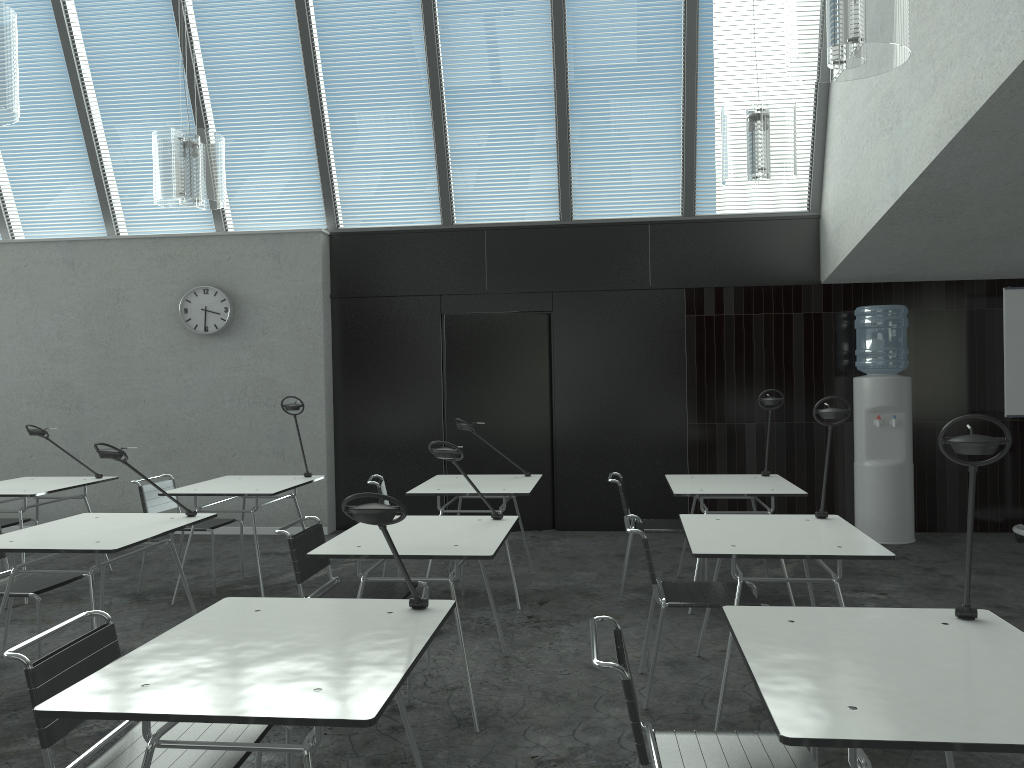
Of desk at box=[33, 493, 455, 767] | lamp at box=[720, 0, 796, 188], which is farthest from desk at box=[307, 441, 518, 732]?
lamp at box=[720, 0, 796, 188]

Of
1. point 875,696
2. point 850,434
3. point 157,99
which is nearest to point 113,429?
point 157,99

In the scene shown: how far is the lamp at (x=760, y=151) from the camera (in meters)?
4.24

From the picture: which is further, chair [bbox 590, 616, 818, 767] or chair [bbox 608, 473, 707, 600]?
chair [bbox 608, 473, 707, 600]

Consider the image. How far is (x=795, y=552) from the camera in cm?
317

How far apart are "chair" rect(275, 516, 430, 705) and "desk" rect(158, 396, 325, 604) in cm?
127

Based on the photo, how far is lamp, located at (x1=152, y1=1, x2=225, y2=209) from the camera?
4.57m

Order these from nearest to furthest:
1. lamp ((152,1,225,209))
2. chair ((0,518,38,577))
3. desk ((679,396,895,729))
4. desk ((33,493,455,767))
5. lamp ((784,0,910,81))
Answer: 1. desk ((33,493,455,767))
2. lamp ((784,0,910,81))
3. desk ((679,396,895,729))
4. lamp ((152,1,225,209))
5. chair ((0,518,38,577))

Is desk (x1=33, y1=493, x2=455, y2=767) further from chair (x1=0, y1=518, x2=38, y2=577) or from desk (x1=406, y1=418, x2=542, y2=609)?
chair (x1=0, y1=518, x2=38, y2=577)

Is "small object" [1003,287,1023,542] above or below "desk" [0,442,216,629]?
above
